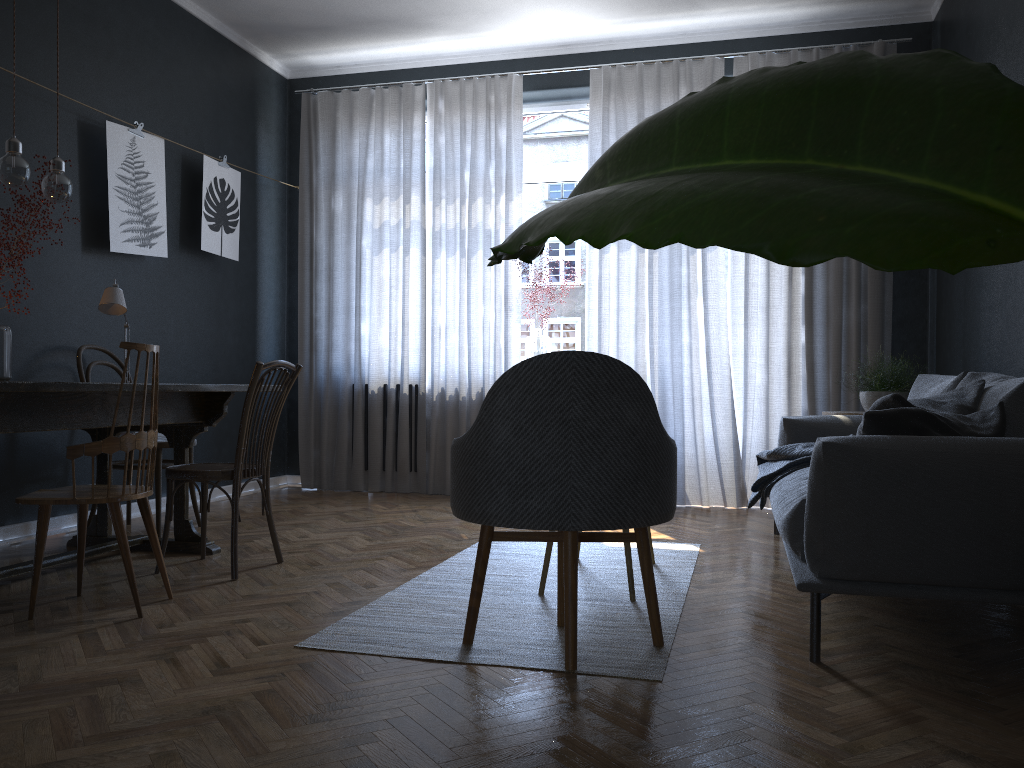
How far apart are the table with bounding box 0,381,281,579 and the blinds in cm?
226

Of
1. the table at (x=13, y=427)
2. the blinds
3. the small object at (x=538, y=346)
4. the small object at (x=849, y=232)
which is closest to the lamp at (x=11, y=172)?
the table at (x=13, y=427)

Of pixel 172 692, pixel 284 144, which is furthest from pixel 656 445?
pixel 284 144

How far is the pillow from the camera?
2.4m

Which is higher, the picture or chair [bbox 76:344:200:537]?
the picture

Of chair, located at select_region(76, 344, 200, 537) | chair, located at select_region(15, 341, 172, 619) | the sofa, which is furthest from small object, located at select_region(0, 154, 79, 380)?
the sofa

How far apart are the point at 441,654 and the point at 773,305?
3.70m

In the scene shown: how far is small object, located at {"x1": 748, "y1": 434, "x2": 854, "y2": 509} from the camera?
3.7 meters

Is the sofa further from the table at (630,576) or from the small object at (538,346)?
the small object at (538,346)

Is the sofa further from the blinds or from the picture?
the picture
